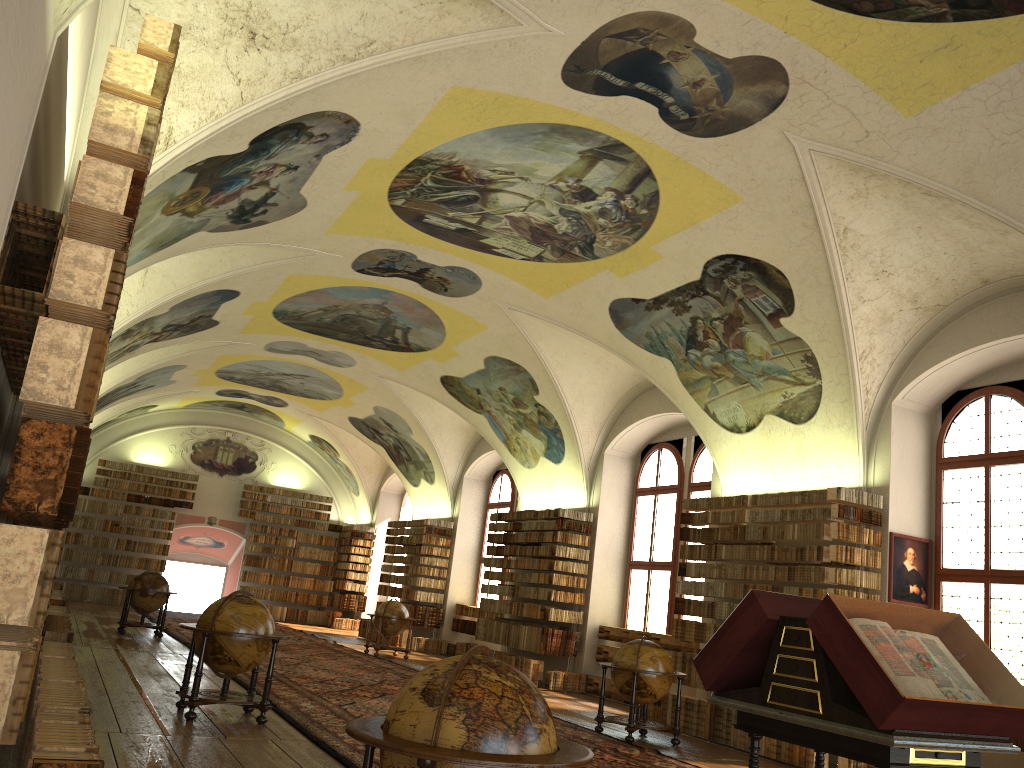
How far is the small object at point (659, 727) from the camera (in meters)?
12.30

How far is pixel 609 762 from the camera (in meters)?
10.16

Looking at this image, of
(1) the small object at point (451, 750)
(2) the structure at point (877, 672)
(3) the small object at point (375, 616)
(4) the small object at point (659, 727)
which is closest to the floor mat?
(4) the small object at point (659, 727)

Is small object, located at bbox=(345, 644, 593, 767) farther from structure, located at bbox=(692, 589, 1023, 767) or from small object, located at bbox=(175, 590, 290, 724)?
small object, located at bbox=(175, 590, 290, 724)

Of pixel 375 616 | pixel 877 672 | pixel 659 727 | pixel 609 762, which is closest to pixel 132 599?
pixel 375 616

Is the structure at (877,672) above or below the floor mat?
above

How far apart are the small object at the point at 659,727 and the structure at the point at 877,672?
5.9 meters

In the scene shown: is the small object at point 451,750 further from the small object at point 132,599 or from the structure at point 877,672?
the small object at point 132,599

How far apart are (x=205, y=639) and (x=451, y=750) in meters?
6.7

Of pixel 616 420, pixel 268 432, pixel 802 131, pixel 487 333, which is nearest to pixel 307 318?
pixel 487 333
